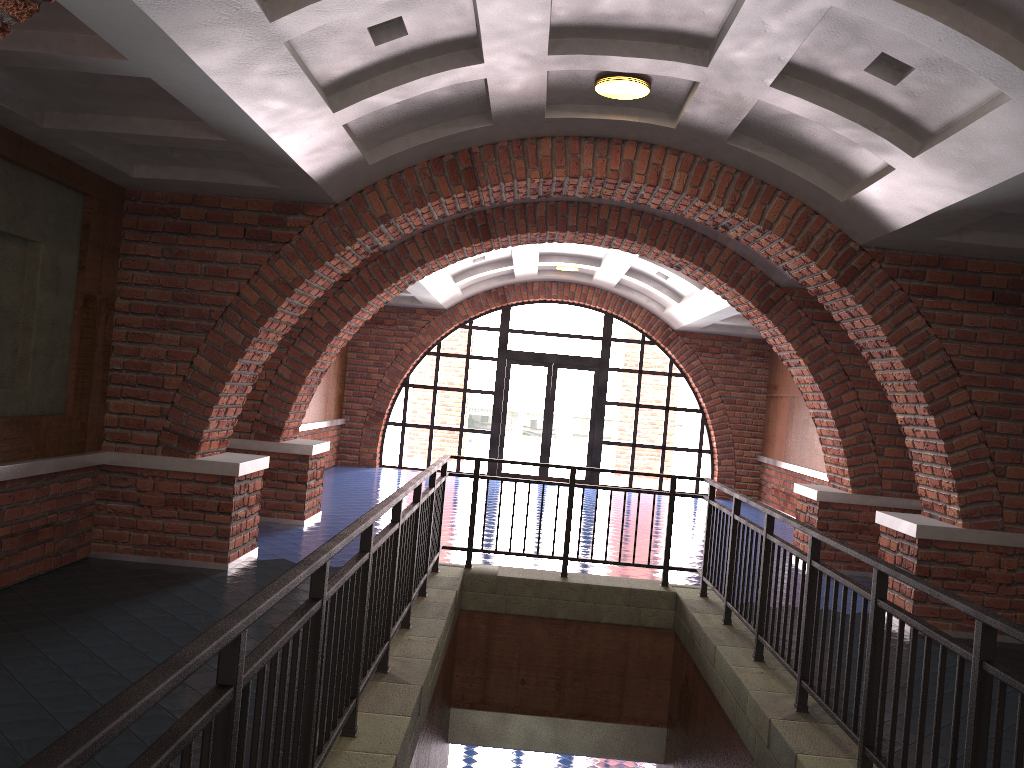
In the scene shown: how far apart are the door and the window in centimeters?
12cm

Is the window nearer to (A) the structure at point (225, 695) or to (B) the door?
(B) the door

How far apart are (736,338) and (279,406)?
9.5m

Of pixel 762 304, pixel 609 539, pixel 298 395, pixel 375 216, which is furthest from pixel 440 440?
pixel 375 216

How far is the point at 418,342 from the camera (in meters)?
16.36

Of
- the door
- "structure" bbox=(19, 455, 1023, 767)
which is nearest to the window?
the door

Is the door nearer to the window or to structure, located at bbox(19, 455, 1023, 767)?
the window

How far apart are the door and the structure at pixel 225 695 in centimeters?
919cm

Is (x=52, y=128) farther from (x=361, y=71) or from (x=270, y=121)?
(x=361, y=71)

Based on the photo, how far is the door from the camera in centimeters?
1664cm
